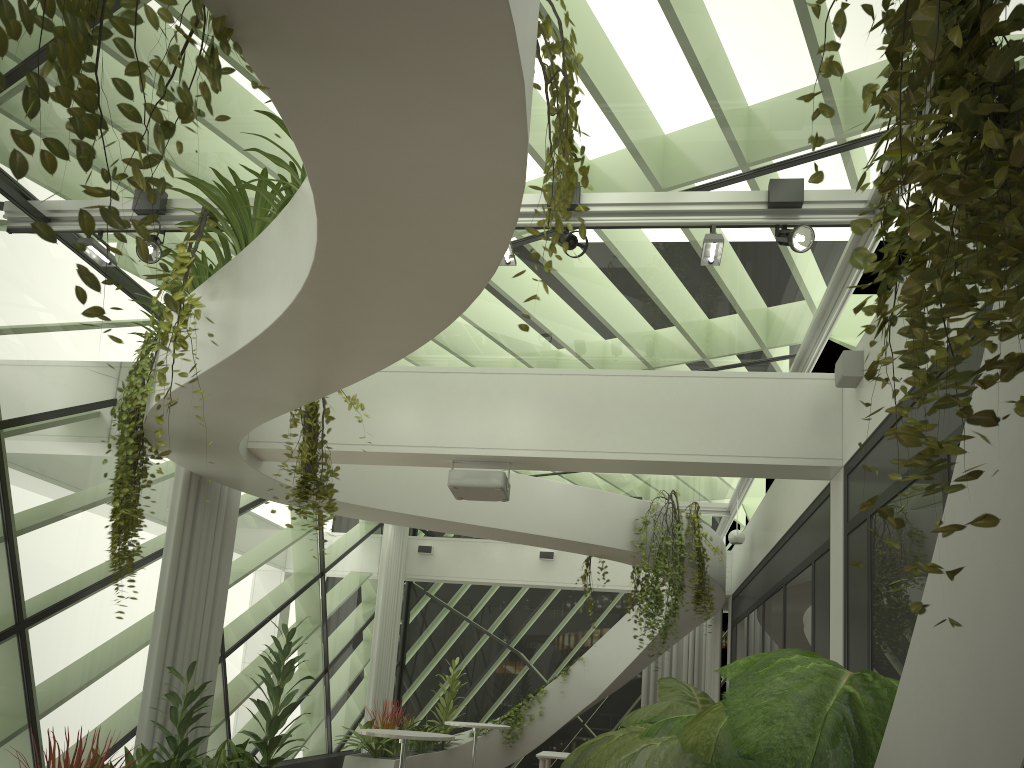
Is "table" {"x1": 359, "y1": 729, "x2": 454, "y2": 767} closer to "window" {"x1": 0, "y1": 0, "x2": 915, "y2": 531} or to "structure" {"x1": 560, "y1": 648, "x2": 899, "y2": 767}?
"structure" {"x1": 560, "y1": 648, "x2": 899, "y2": 767}

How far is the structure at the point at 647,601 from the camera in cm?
919

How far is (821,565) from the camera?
6.76m

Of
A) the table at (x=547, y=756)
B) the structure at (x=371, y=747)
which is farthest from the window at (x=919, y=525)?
the table at (x=547, y=756)

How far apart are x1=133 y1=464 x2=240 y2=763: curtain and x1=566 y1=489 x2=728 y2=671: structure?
3.77m

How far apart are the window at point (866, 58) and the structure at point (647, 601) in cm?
175

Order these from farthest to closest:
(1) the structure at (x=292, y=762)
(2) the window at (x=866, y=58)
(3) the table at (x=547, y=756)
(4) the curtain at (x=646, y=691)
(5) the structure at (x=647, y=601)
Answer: (4) the curtain at (x=646, y=691) → (3) the table at (x=547, y=756) → (1) the structure at (x=292, y=762) → (5) the structure at (x=647, y=601) → (2) the window at (x=866, y=58)

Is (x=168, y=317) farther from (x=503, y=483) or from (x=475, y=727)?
(x=475, y=727)

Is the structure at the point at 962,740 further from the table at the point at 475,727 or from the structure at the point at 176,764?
the structure at the point at 176,764

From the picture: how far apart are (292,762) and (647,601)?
4.57m
